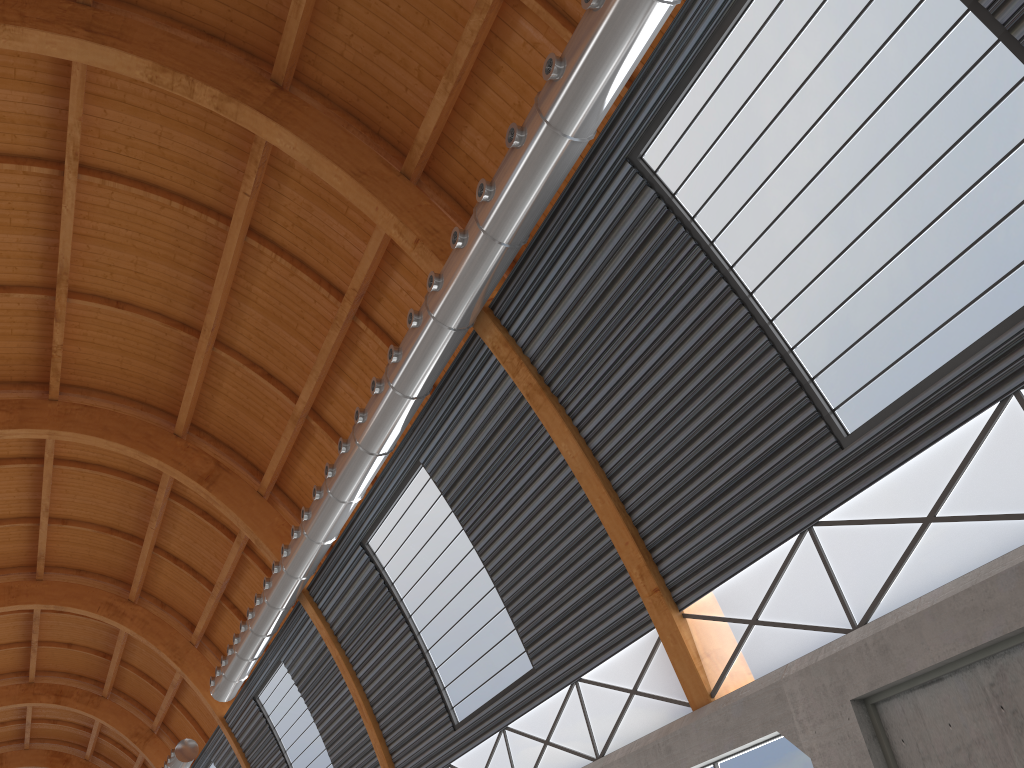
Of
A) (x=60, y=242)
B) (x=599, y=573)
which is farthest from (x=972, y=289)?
(x=60, y=242)
